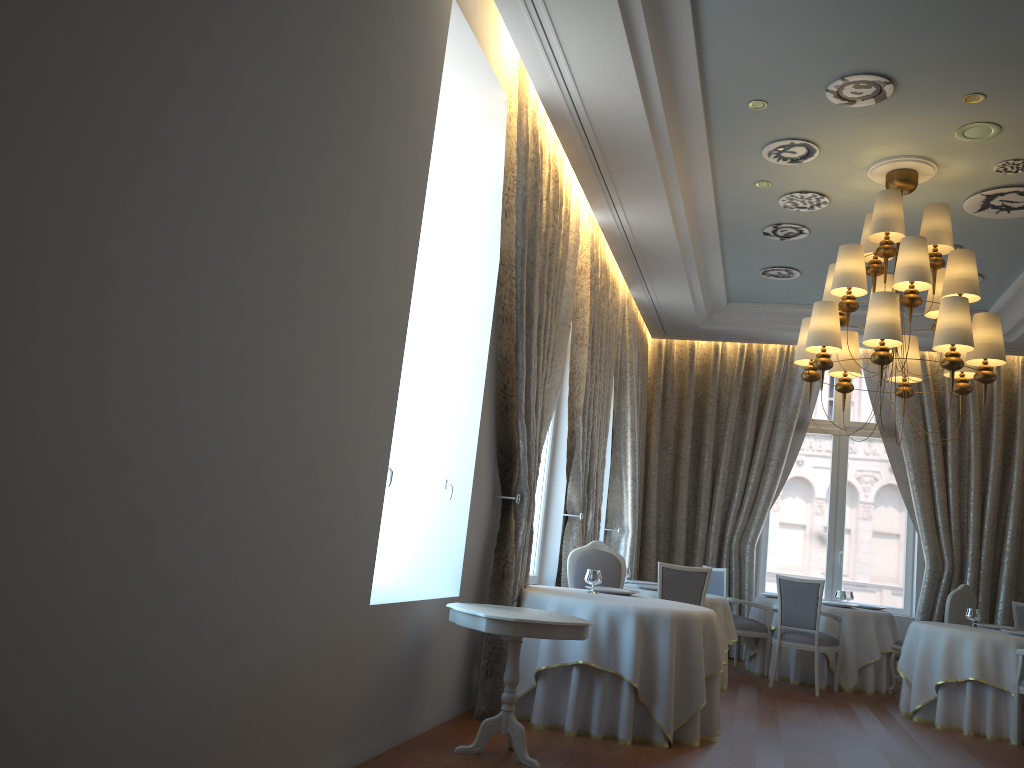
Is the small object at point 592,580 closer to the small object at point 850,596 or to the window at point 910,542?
the small object at point 850,596

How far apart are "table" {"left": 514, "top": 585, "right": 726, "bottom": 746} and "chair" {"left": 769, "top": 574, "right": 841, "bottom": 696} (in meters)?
3.14

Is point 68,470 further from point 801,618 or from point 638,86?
point 801,618

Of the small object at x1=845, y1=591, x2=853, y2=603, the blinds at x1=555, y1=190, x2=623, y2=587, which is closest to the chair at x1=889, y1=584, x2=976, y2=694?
the small object at x1=845, y1=591, x2=853, y2=603

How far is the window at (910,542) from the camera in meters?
11.2

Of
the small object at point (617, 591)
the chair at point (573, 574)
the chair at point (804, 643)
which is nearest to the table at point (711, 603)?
the chair at point (804, 643)

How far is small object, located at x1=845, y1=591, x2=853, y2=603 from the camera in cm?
1027

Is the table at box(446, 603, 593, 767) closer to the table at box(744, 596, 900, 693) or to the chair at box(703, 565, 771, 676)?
the chair at box(703, 565, 771, 676)

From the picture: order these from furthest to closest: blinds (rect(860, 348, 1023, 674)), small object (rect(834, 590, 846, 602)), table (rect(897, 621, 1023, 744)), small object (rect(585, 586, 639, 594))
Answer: blinds (rect(860, 348, 1023, 674)), small object (rect(834, 590, 846, 602)), table (rect(897, 621, 1023, 744)), small object (rect(585, 586, 639, 594))

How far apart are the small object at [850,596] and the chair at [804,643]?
1.36m
